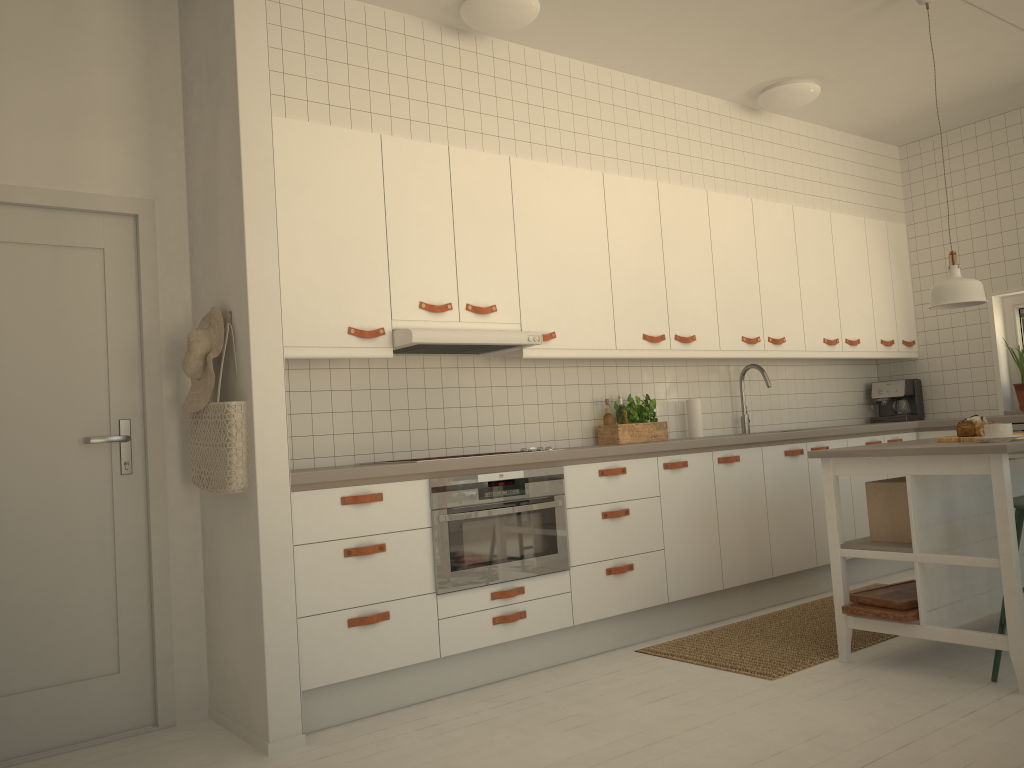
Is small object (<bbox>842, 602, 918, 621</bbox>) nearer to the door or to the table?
the table

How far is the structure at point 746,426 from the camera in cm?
542

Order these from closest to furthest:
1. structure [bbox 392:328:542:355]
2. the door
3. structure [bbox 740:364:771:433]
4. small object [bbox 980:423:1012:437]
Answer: the door < small object [bbox 980:423:1012:437] < structure [bbox 392:328:542:355] < structure [bbox 740:364:771:433]

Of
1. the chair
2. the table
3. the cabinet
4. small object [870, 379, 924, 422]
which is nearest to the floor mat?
the table

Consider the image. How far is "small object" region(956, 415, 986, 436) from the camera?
3.5 meters

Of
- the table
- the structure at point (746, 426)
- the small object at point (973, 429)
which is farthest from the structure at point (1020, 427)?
Result: the small object at point (973, 429)

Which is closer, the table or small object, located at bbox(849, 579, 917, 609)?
the table

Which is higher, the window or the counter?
the window

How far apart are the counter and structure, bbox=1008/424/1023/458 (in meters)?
0.05

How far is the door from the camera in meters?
3.2
